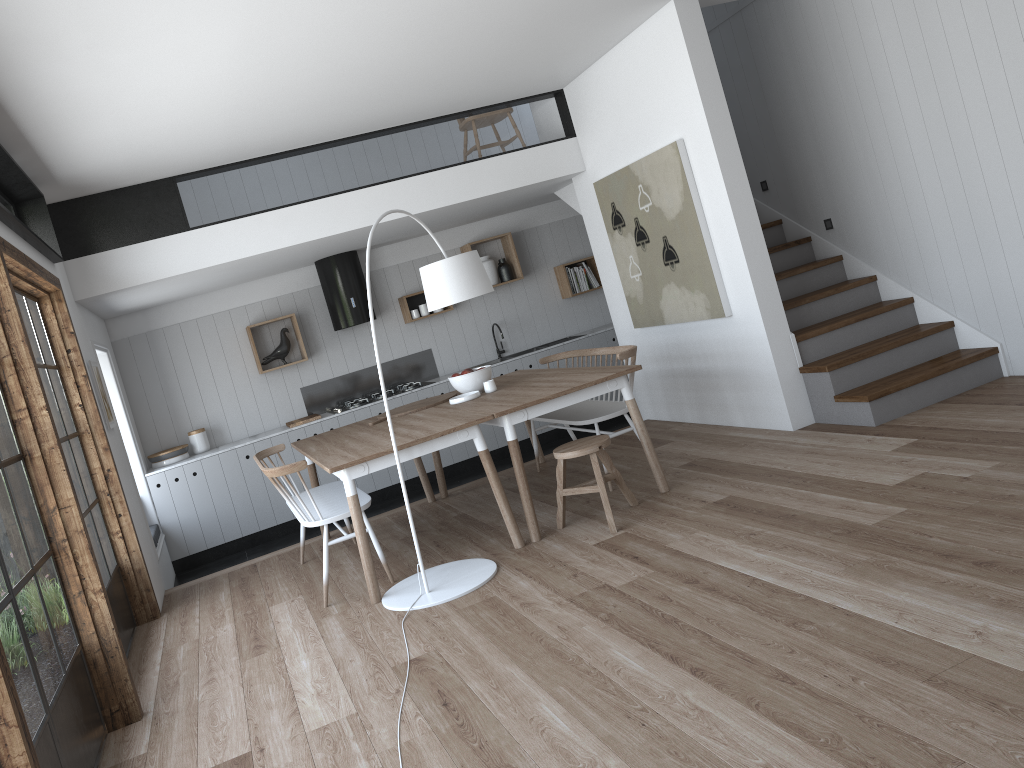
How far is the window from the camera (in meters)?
2.99

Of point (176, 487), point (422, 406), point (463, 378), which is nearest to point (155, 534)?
point (176, 487)

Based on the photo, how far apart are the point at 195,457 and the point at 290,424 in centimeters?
84cm

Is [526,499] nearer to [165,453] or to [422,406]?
[422,406]

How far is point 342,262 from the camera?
8.04m

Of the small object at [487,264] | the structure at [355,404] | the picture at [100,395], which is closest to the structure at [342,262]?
the structure at [355,404]

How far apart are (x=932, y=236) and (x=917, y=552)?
3.1 meters

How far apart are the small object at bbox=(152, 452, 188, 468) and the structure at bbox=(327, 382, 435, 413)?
1.5m

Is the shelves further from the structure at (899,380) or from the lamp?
the lamp

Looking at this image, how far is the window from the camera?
3.0m
